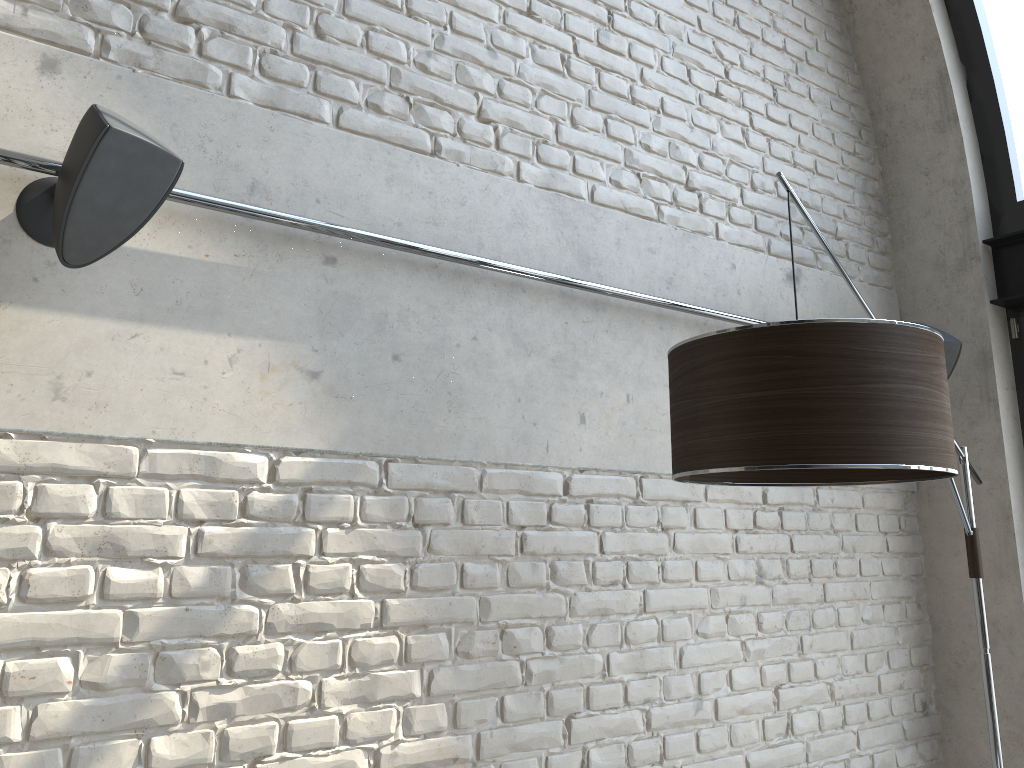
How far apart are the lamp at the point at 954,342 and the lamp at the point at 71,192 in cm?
256

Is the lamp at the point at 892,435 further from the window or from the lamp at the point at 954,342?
the window

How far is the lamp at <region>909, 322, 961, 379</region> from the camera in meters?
3.1 m

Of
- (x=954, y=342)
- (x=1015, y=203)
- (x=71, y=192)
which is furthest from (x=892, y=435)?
(x=1015, y=203)

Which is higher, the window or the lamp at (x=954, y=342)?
the window

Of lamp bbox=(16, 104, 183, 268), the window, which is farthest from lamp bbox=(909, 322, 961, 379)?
lamp bbox=(16, 104, 183, 268)

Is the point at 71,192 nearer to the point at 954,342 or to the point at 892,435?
the point at 892,435

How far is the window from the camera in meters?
3.3 m

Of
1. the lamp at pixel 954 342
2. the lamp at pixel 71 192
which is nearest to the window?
the lamp at pixel 954 342

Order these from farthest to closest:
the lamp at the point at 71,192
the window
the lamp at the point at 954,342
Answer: the window → the lamp at the point at 954,342 → the lamp at the point at 71,192
